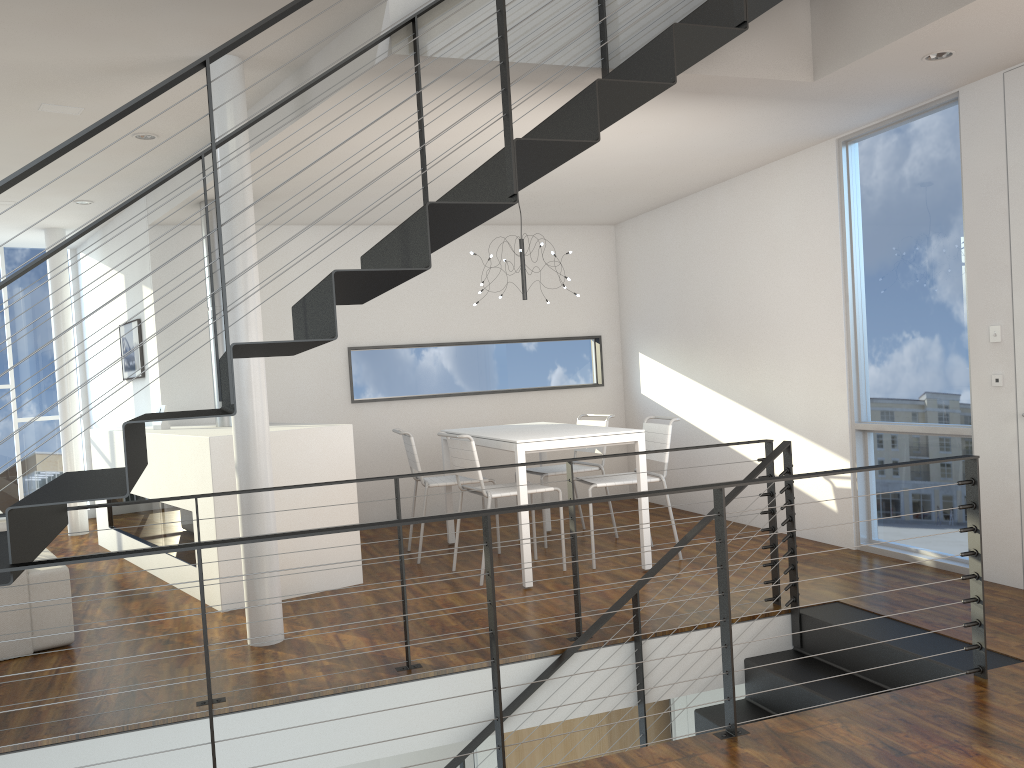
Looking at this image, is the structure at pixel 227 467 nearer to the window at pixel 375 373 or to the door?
the window at pixel 375 373

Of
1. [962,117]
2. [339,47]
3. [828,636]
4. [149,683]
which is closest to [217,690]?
[149,683]

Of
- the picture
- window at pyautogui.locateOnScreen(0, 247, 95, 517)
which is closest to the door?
the picture

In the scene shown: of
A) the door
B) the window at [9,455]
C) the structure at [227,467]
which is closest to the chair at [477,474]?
the structure at [227,467]

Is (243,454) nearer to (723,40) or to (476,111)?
(476,111)

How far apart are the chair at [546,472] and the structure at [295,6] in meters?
1.8 m

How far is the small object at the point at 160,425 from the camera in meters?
5.5 m

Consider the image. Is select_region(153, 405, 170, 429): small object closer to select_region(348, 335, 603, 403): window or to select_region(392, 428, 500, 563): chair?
select_region(348, 335, 603, 403): window

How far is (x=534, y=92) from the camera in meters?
3.7 m

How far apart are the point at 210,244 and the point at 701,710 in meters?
2.5 m
